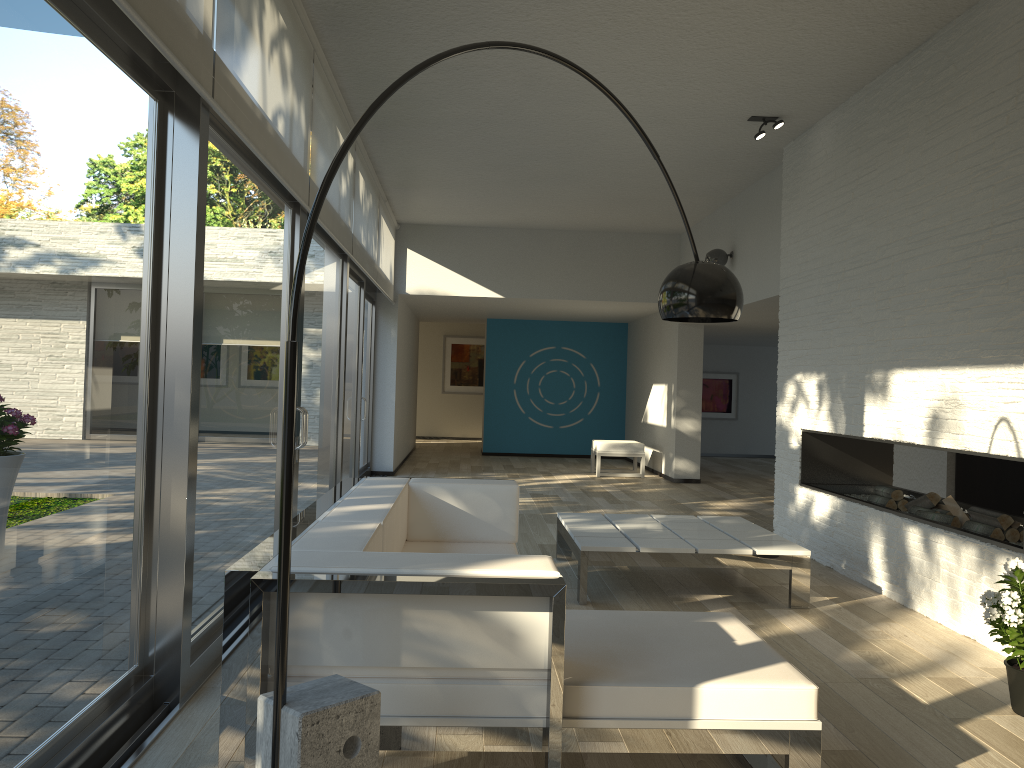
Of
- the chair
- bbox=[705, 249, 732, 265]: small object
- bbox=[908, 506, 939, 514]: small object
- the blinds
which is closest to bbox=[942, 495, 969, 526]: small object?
bbox=[908, 506, 939, 514]: small object

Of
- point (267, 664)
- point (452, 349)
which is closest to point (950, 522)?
point (267, 664)

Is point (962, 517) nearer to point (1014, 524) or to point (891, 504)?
point (1014, 524)

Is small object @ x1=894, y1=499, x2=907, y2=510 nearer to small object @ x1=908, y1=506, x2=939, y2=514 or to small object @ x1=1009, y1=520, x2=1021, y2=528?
small object @ x1=908, y1=506, x2=939, y2=514

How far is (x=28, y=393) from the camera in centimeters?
218cm

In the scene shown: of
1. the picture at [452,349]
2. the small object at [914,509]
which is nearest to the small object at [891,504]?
the small object at [914,509]

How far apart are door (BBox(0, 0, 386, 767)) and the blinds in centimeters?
3cm

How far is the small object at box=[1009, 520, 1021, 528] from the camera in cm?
447

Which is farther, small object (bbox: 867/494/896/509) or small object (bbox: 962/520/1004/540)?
small object (bbox: 867/494/896/509)

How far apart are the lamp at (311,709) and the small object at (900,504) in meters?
3.1 m
